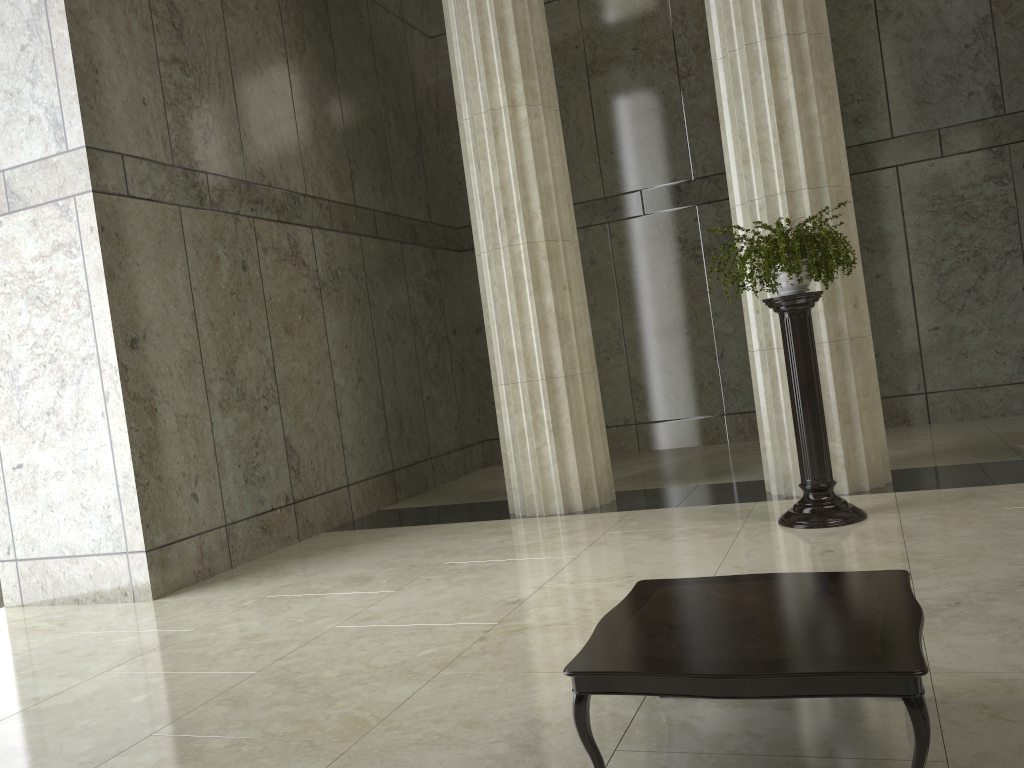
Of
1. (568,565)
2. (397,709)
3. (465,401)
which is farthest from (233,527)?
(465,401)

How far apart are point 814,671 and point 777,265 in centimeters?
438cm

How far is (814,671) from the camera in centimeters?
256cm

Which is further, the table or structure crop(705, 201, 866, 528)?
structure crop(705, 201, 866, 528)

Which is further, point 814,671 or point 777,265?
point 777,265

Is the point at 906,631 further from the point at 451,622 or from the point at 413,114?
the point at 413,114

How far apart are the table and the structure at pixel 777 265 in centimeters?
313cm

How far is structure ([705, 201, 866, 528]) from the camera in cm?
645

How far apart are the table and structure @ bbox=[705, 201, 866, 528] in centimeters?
313cm
